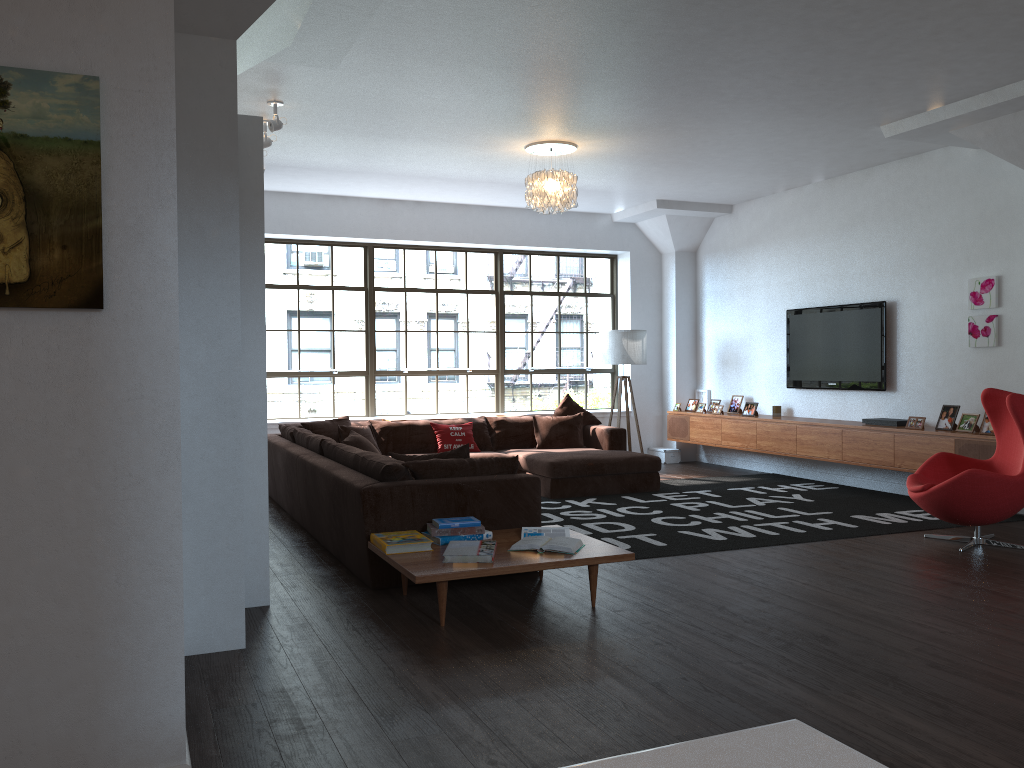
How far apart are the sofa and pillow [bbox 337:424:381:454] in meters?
0.2 m

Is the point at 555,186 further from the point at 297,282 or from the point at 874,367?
the point at 297,282

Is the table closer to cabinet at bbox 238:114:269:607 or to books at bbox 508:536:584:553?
books at bbox 508:536:584:553

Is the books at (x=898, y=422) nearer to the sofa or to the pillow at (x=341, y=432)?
the sofa

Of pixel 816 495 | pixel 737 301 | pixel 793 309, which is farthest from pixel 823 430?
pixel 737 301

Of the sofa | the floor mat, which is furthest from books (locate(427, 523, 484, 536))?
the floor mat

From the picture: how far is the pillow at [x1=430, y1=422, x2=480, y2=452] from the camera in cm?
861

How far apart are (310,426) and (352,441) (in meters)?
1.75

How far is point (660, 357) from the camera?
11.0 meters

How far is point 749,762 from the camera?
0.7 meters
